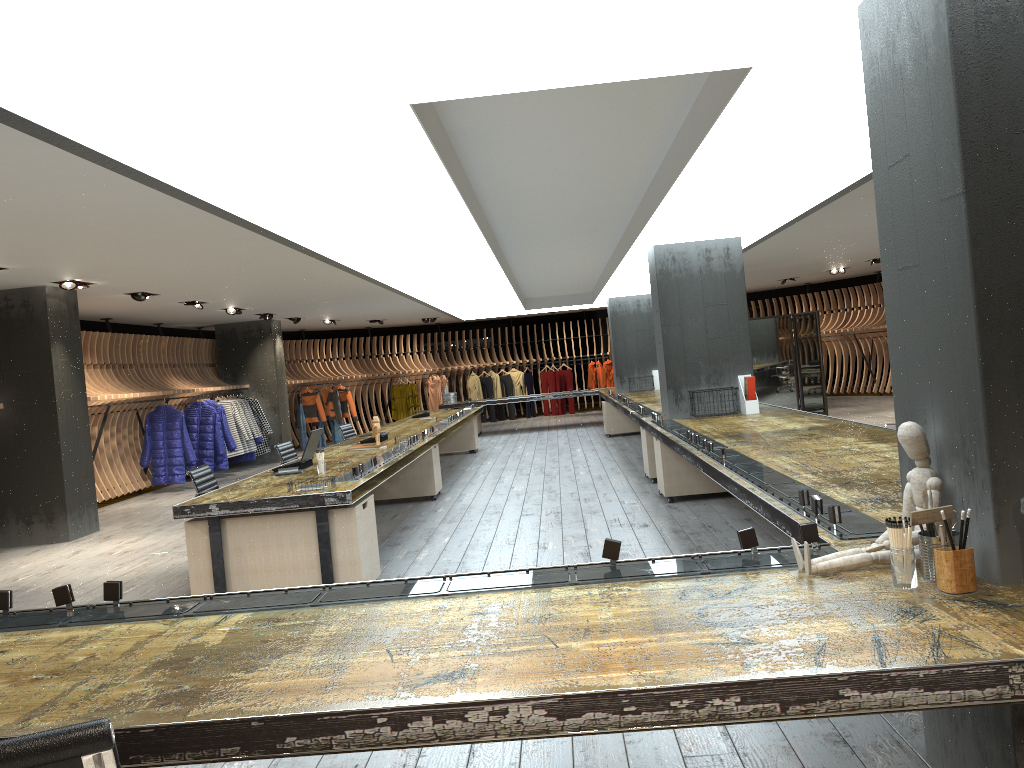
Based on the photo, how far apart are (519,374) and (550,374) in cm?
84

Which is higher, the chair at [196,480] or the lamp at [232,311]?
the lamp at [232,311]

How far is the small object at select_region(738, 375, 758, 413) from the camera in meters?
8.8

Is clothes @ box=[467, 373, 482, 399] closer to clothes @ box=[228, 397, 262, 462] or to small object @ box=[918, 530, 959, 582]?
clothes @ box=[228, 397, 262, 462]

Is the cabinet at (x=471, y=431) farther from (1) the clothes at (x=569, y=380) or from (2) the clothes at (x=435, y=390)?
(1) the clothes at (x=569, y=380)

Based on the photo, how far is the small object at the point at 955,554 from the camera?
2.3m

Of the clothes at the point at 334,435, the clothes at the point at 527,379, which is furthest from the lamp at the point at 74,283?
the clothes at the point at 527,379

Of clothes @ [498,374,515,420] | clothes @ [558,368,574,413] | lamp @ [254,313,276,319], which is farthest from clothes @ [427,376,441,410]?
lamp @ [254,313,276,319]

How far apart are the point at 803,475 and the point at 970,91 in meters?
2.6

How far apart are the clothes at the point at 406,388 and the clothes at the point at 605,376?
5.24m
